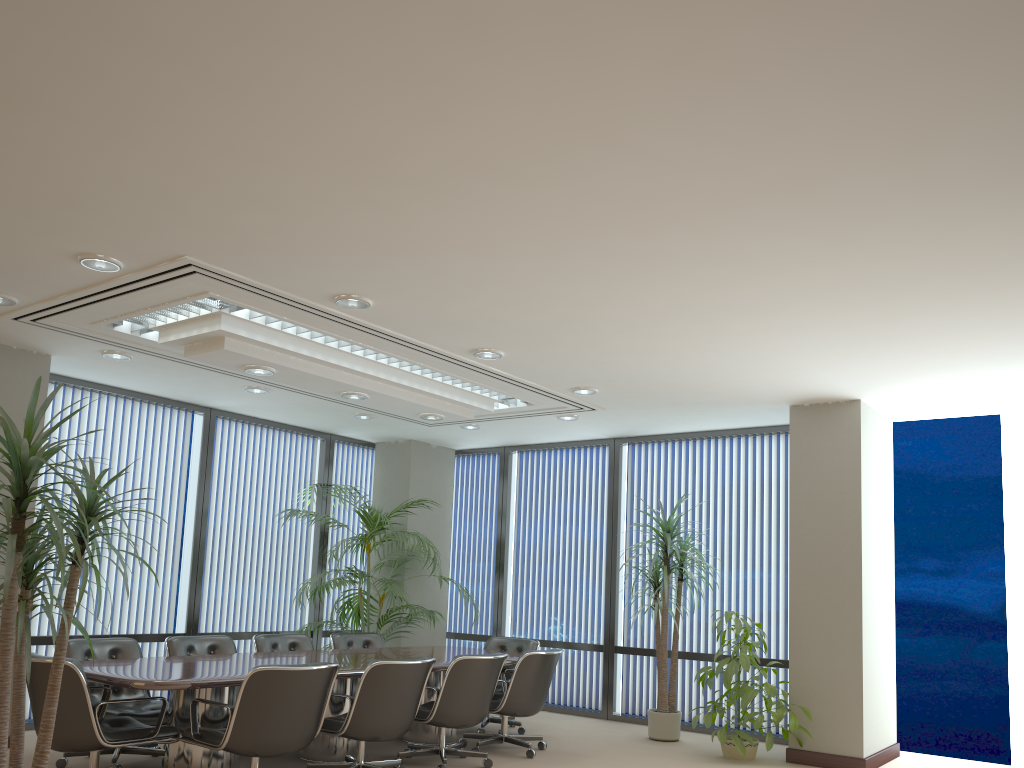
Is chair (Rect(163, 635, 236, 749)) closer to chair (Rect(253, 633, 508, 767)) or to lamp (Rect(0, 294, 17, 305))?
chair (Rect(253, 633, 508, 767))

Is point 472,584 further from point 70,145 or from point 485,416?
point 70,145

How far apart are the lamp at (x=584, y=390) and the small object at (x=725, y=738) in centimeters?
217cm

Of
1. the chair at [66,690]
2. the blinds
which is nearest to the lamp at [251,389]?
the blinds

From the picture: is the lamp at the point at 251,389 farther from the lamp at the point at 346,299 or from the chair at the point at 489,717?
the chair at the point at 489,717

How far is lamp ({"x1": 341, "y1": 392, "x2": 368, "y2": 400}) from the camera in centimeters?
710cm

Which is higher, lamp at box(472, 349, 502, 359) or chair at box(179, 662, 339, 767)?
lamp at box(472, 349, 502, 359)

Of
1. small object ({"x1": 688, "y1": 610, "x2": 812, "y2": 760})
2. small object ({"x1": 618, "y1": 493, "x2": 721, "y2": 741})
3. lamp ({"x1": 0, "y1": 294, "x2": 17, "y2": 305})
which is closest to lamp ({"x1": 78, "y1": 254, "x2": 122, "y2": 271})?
lamp ({"x1": 0, "y1": 294, "x2": 17, "y2": 305})

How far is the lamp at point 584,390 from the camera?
7.4m

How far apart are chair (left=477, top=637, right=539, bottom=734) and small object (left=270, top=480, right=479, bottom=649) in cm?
65
